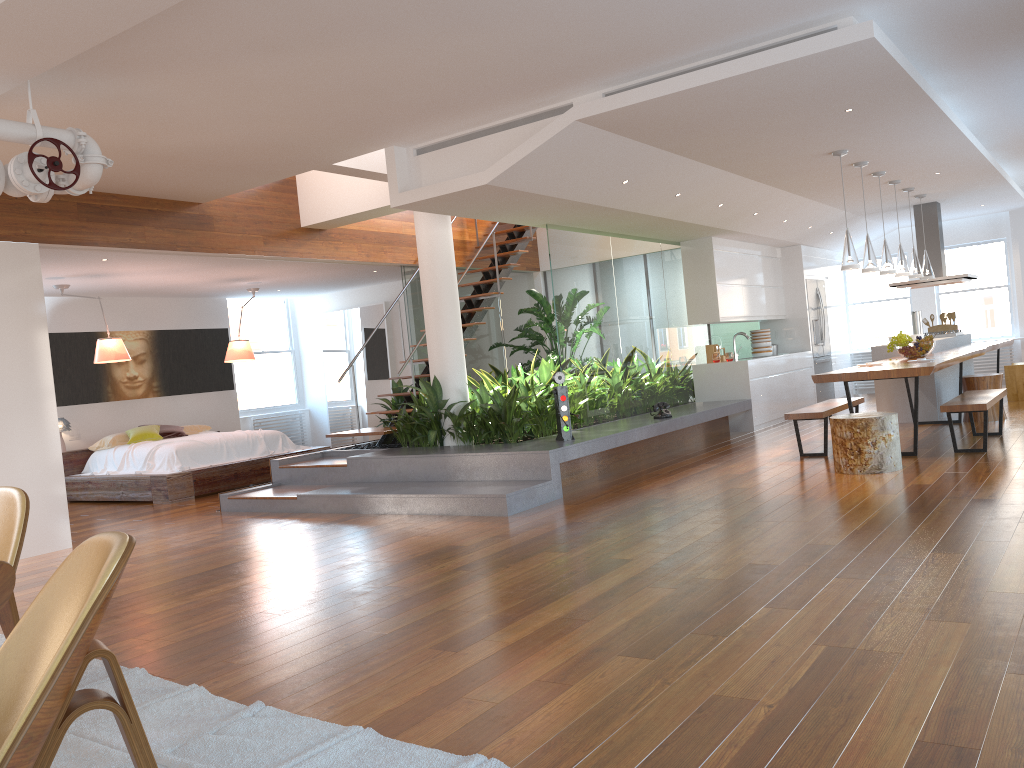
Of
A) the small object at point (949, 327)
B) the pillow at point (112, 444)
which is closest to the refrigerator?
the small object at point (949, 327)

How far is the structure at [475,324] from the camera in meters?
9.5 m

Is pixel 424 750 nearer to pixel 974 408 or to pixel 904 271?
pixel 974 408

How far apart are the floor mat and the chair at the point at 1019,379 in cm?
1015

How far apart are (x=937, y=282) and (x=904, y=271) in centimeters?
211cm

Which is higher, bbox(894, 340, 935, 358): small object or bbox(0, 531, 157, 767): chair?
bbox(894, 340, 935, 358): small object

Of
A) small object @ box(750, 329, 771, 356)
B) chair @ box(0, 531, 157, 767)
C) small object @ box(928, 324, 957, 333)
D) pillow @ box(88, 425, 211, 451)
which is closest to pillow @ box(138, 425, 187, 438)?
pillow @ box(88, 425, 211, 451)

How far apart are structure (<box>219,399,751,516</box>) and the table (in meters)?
1.53

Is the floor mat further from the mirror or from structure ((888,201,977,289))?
structure ((888,201,977,289))

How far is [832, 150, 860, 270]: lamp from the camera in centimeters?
738cm
